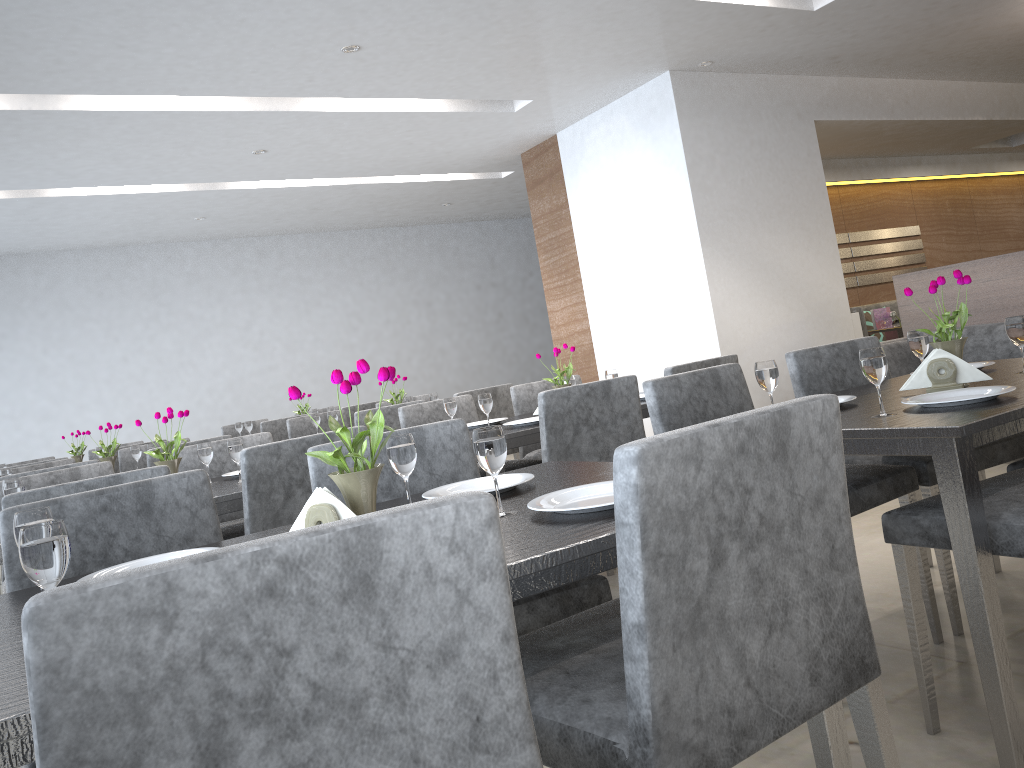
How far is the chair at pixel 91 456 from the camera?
6.4m

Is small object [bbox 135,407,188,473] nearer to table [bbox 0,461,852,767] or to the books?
table [bbox 0,461,852,767]

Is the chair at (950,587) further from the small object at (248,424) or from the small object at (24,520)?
the small object at (248,424)

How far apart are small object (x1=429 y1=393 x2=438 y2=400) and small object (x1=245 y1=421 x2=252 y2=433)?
1.9 meters

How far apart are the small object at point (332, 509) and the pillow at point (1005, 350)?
4.4m

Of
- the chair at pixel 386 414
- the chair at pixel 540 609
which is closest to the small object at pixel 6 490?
the chair at pixel 540 609

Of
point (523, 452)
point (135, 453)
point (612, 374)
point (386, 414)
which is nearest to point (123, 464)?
point (135, 453)

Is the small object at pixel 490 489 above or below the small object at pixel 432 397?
below

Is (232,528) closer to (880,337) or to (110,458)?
(110,458)

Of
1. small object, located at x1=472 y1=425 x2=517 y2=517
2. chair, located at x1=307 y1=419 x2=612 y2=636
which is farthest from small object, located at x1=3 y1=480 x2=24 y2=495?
small object, located at x1=472 y1=425 x2=517 y2=517
